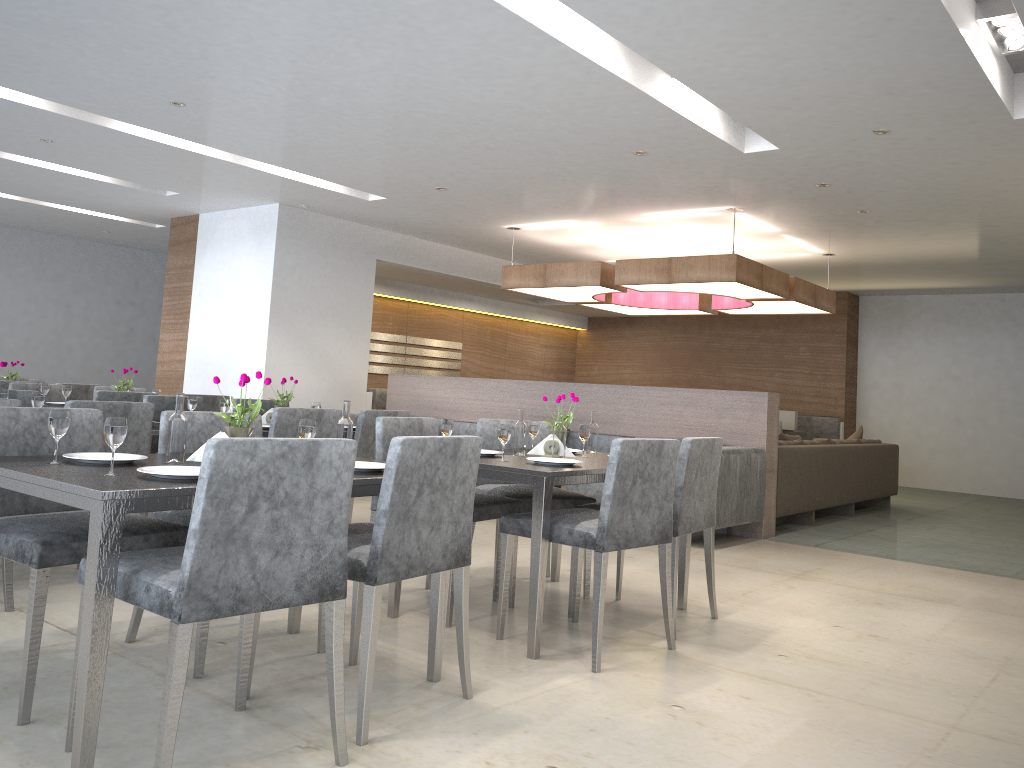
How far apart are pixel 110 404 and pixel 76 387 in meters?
3.7

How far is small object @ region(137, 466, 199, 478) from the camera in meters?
2.1 m

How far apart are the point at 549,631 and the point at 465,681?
0.86m

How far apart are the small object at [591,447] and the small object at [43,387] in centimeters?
367cm

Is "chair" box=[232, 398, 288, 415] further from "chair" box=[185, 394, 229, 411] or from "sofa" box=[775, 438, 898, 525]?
"sofa" box=[775, 438, 898, 525]

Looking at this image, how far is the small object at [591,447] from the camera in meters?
4.1 m

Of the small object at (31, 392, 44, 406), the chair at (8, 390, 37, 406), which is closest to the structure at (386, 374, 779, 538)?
the chair at (8, 390, 37, 406)

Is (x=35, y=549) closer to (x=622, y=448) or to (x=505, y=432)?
(x=505, y=432)

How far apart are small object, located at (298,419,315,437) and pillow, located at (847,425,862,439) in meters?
7.1

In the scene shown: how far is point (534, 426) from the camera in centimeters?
396cm
